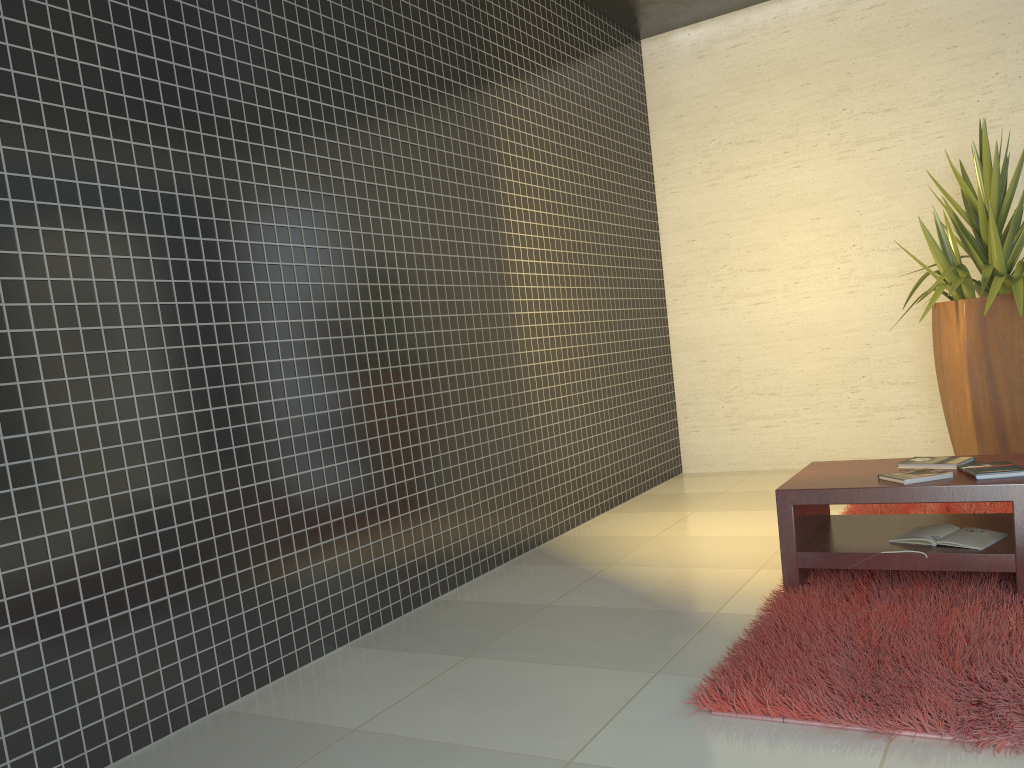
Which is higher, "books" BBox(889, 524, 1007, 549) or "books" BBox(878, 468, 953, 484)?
"books" BBox(878, 468, 953, 484)

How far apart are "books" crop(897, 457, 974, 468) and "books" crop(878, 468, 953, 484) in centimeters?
16cm

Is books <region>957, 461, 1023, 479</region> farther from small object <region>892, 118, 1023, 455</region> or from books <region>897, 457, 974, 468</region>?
small object <region>892, 118, 1023, 455</region>

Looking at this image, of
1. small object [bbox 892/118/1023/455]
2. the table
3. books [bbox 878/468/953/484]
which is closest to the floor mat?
the table

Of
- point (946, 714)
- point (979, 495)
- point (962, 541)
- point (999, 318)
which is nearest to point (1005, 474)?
point (979, 495)

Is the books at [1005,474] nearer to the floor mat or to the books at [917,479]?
the books at [917,479]

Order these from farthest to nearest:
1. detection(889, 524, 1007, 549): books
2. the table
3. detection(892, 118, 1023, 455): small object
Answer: detection(892, 118, 1023, 455): small object, detection(889, 524, 1007, 549): books, the table

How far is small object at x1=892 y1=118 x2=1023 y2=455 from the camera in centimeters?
489cm

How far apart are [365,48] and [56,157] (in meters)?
1.71

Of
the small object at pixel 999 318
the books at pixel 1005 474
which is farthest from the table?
the small object at pixel 999 318
